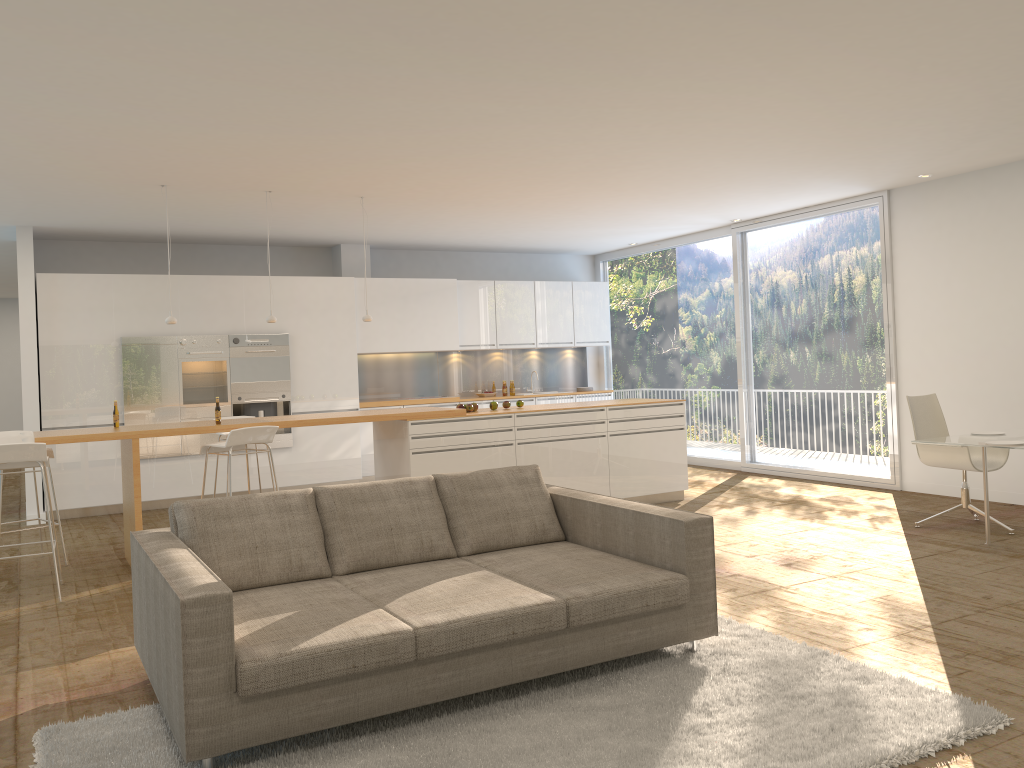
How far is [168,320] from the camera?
7.2m

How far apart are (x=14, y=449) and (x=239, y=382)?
4.33m

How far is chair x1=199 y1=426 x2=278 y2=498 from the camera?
6.3m

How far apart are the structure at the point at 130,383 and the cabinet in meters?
0.1

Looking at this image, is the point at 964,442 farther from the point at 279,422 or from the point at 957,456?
the point at 279,422

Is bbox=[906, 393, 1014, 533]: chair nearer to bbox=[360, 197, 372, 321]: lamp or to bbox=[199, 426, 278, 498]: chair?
bbox=[360, 197, 372, 321]: lamp

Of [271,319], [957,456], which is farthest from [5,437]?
[957,456]

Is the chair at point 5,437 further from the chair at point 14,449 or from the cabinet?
the cabinet

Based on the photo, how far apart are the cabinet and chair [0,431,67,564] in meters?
2.1

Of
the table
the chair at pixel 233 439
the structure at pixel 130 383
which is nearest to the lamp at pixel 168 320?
the chair at pixel 233 439
